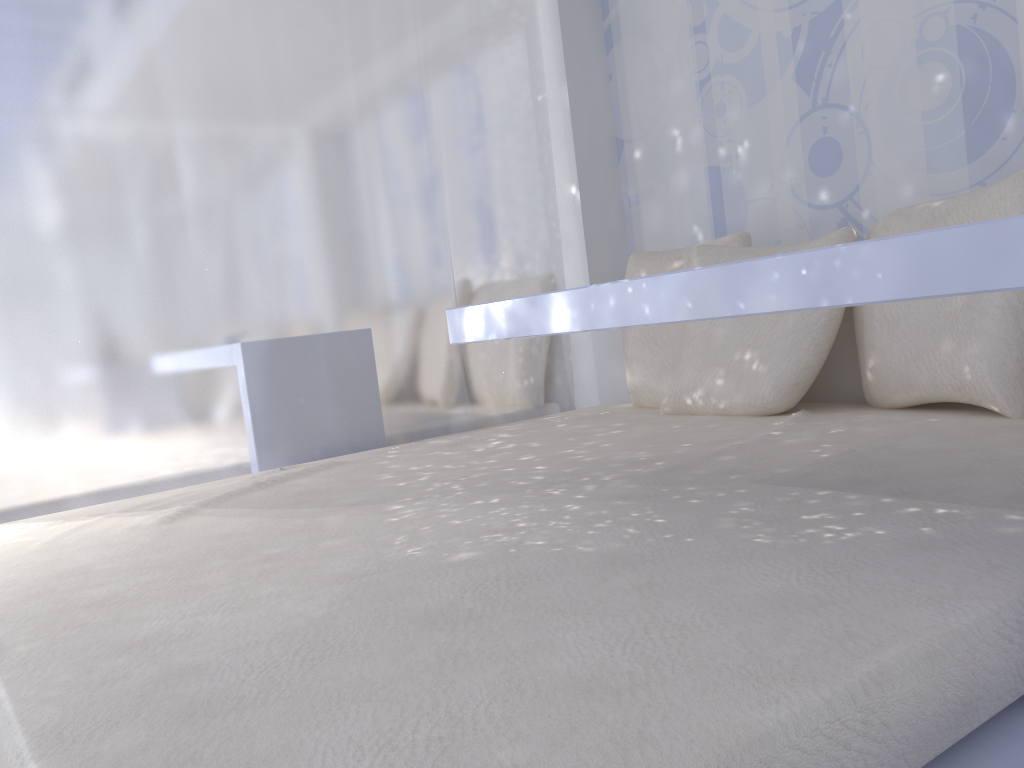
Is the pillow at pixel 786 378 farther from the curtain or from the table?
the table

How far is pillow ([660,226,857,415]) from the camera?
2.1m

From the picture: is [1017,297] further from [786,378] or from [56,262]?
[56,262]

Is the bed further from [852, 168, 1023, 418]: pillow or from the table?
the table

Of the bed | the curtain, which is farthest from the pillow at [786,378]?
the curtain

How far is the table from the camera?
0.8 meters

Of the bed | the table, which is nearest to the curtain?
the bed

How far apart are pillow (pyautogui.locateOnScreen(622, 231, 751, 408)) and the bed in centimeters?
5cm

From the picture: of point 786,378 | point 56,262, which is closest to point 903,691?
point 786,378

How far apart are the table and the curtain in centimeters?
109cm
